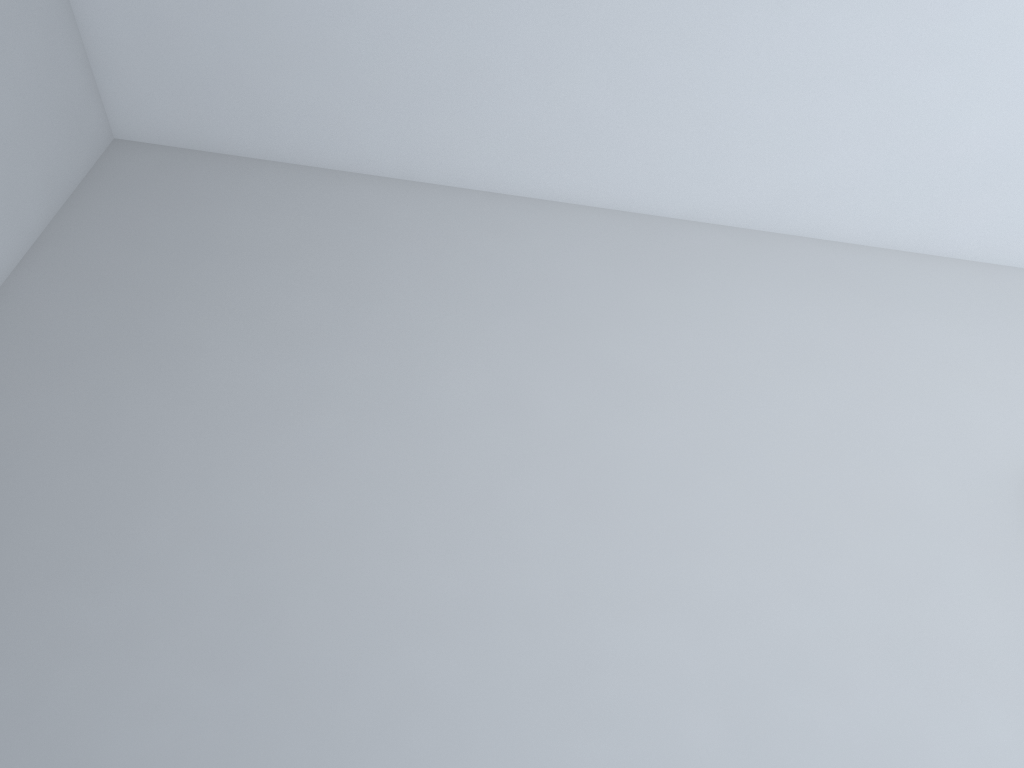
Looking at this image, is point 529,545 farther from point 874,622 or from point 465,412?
point 874,622
